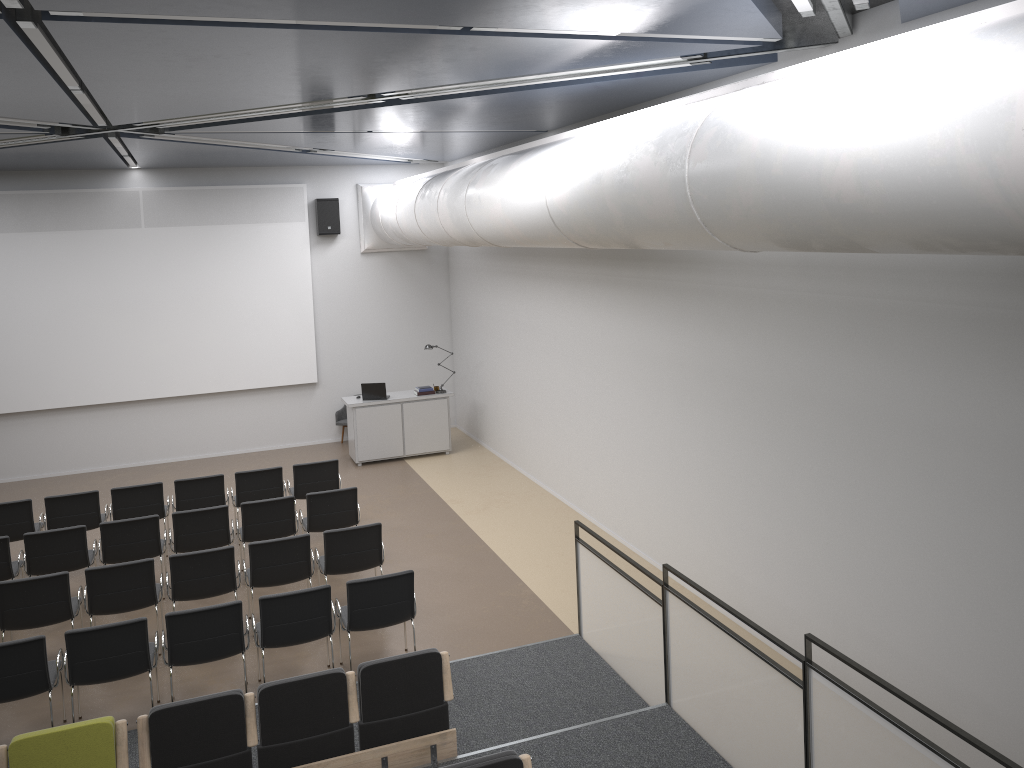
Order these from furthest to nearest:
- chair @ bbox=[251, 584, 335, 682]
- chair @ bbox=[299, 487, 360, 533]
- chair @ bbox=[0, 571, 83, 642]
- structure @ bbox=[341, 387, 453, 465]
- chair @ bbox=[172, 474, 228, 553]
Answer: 1. structure @ bbox=[341, 387, 453, 465]
2. chair @ bbox=[172, 474, 228, 553]
3. chair @ bbox=[299, 487, 360, 533]
4. chair @ bbox=[0, 571, 83, 642]
5. chair @ bbox=[251, 584, 335, 682]

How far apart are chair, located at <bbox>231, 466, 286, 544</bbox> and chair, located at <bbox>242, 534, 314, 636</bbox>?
2.2m

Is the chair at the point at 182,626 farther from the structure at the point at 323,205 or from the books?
the structure at the point at 323,205

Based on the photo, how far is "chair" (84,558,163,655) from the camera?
7.8m

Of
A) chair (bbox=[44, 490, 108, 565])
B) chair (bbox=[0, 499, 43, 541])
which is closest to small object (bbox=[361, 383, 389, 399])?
chair (bbox=[44, 490, 108, 565])

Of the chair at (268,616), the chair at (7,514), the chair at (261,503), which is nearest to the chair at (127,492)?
the chair at (7,514)

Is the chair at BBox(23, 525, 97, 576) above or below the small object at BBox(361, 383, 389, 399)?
below

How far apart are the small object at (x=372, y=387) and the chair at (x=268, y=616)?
6.8m

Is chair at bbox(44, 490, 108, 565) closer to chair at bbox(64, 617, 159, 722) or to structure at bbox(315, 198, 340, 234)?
chair at bbox(64, 617, 159, 722)

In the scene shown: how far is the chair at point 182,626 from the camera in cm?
679
